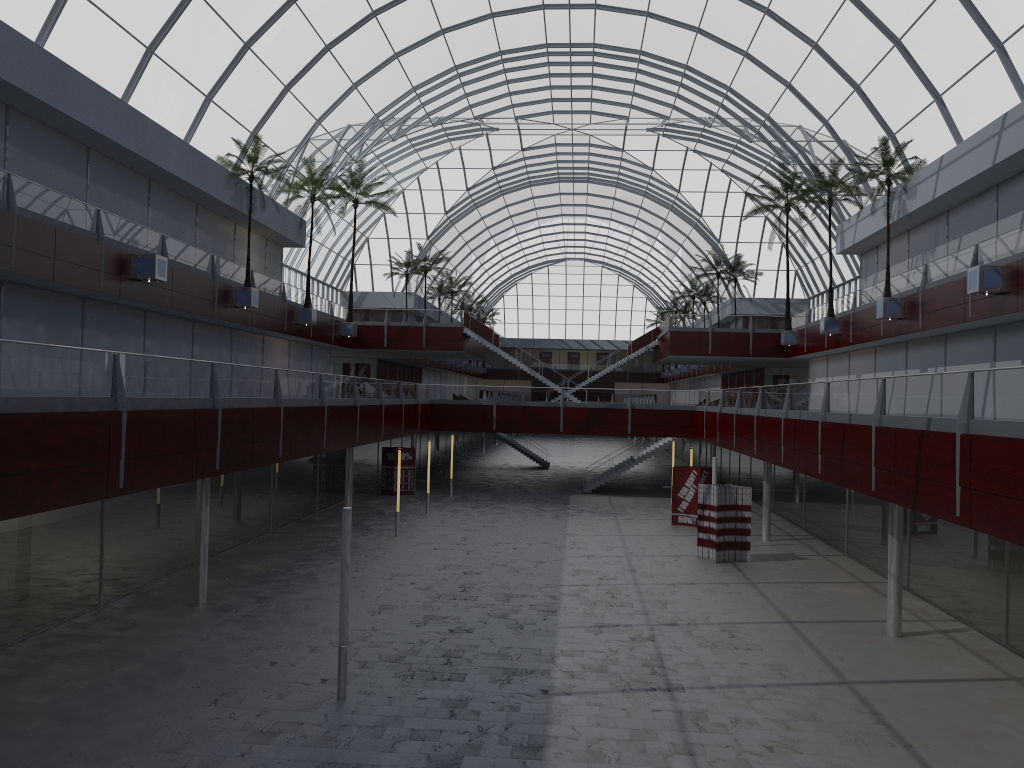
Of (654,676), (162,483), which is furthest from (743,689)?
(162,483)

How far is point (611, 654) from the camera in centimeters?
2337cm

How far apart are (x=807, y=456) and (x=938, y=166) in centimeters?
1797cm
